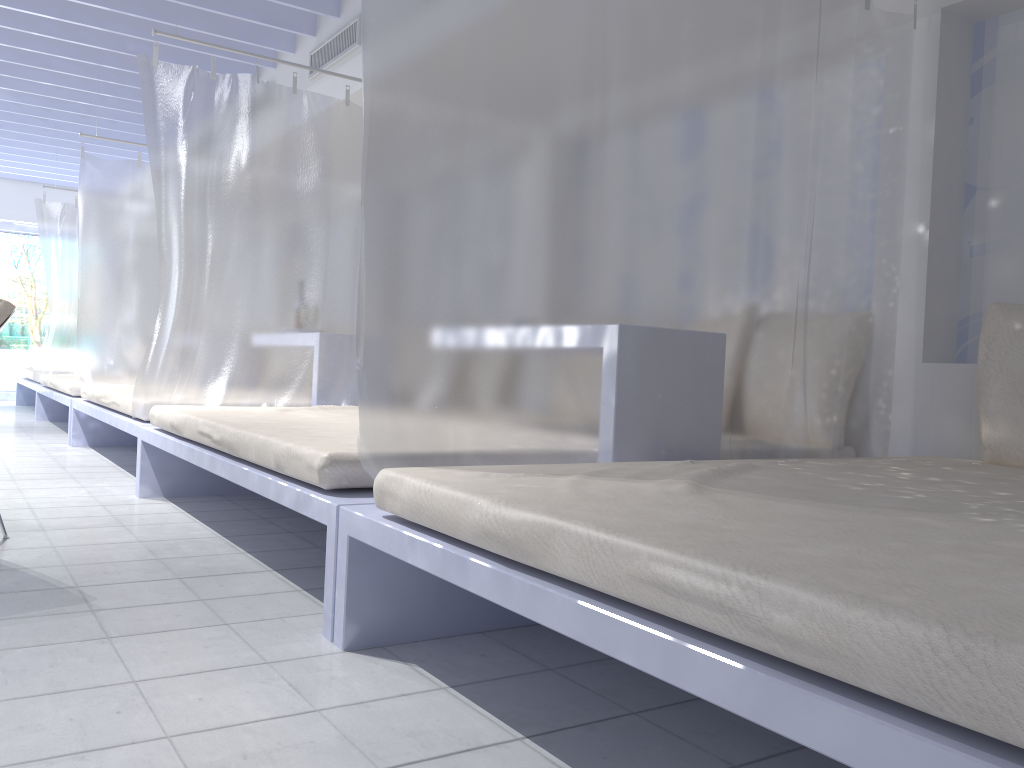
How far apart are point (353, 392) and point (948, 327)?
2.61m

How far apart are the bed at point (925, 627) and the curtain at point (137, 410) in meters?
2.2 m

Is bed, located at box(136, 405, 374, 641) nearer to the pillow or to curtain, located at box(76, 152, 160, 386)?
the pillow

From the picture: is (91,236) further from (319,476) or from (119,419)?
(319,476)

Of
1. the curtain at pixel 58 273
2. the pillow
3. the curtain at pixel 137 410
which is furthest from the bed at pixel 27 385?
the pillow

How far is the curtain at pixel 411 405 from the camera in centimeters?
199cm

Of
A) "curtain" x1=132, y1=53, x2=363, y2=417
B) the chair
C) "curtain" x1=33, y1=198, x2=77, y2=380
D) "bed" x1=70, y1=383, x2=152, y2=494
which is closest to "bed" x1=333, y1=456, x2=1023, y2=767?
the chair

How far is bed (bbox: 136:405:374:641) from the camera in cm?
206

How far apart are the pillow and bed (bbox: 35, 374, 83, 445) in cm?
519

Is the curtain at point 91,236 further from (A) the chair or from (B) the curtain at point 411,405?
(B) the curtain at point 411,405
